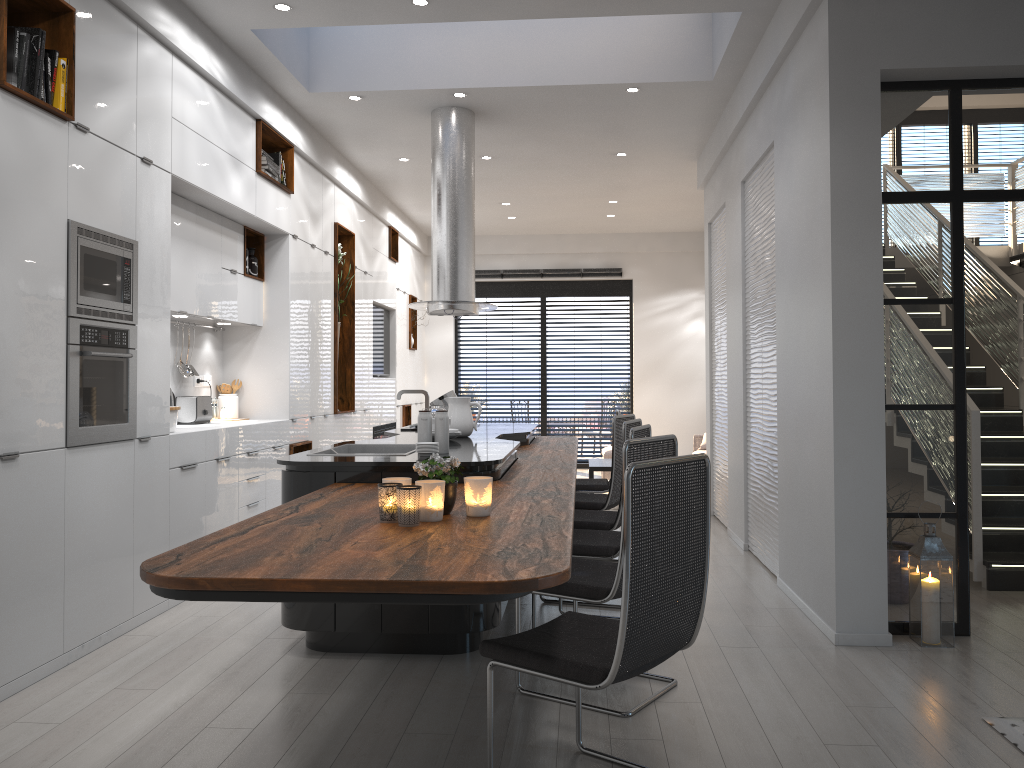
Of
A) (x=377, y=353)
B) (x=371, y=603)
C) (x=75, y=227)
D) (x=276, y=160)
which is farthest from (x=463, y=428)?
(x=377, y=353)

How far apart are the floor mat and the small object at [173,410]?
4.2m

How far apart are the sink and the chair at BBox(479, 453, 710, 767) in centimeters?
204cm

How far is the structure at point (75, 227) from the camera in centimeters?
392cm

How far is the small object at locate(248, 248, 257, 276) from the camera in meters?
6.7 m

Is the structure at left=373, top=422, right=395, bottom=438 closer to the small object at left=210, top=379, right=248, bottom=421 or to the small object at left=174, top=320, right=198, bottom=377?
the small object at left=210, top=379, right=248, bottom=421

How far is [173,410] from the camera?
5.02m

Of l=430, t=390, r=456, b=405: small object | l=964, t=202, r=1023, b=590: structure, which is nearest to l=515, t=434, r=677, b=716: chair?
l=964, t=202, r=1023, b=590: structure

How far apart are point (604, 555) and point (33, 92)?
3.17m

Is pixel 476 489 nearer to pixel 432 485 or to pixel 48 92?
pixel 432 485
